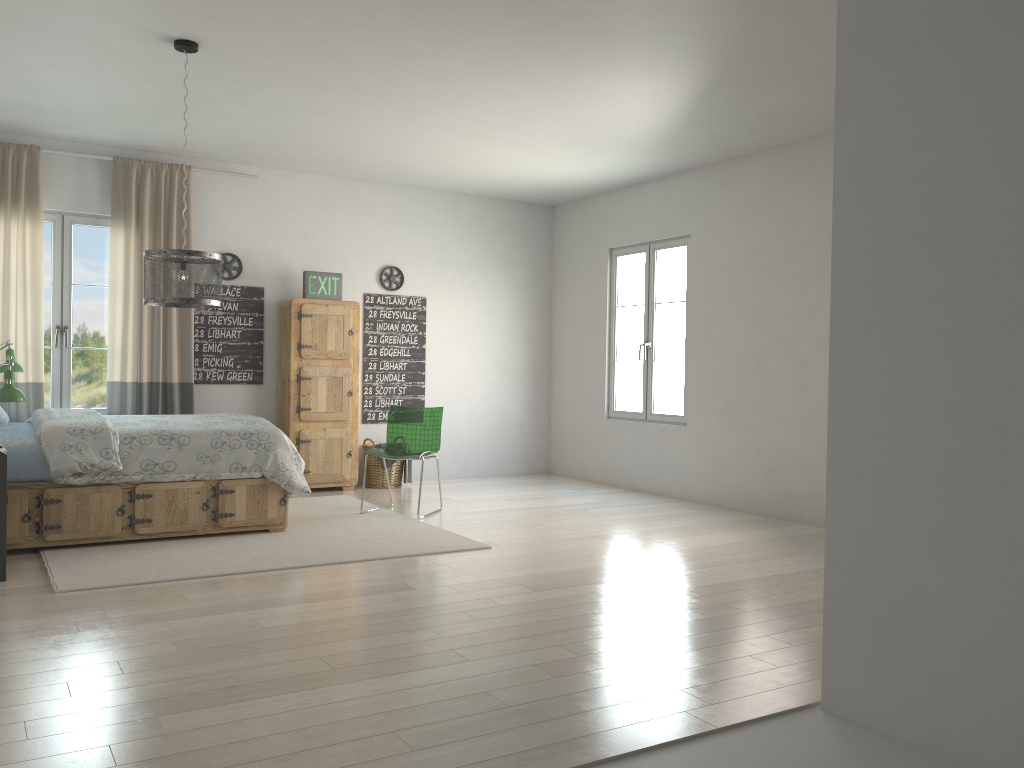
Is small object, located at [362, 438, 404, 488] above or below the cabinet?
below

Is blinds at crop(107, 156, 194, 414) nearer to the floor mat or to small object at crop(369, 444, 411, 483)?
the floor mat

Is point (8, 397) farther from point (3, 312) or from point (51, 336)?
point (51, 336)

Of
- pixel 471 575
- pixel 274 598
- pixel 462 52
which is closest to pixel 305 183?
pixel 462 52

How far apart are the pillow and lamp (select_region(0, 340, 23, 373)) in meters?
0.8

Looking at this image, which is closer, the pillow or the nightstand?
the nightstand

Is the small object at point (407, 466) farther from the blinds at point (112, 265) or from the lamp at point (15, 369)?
the lamp at point (15, 369)

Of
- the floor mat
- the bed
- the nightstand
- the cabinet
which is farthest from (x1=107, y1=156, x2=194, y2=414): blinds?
the nightstand

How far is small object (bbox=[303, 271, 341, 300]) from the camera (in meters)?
7.23

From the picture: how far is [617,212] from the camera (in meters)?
7.91
